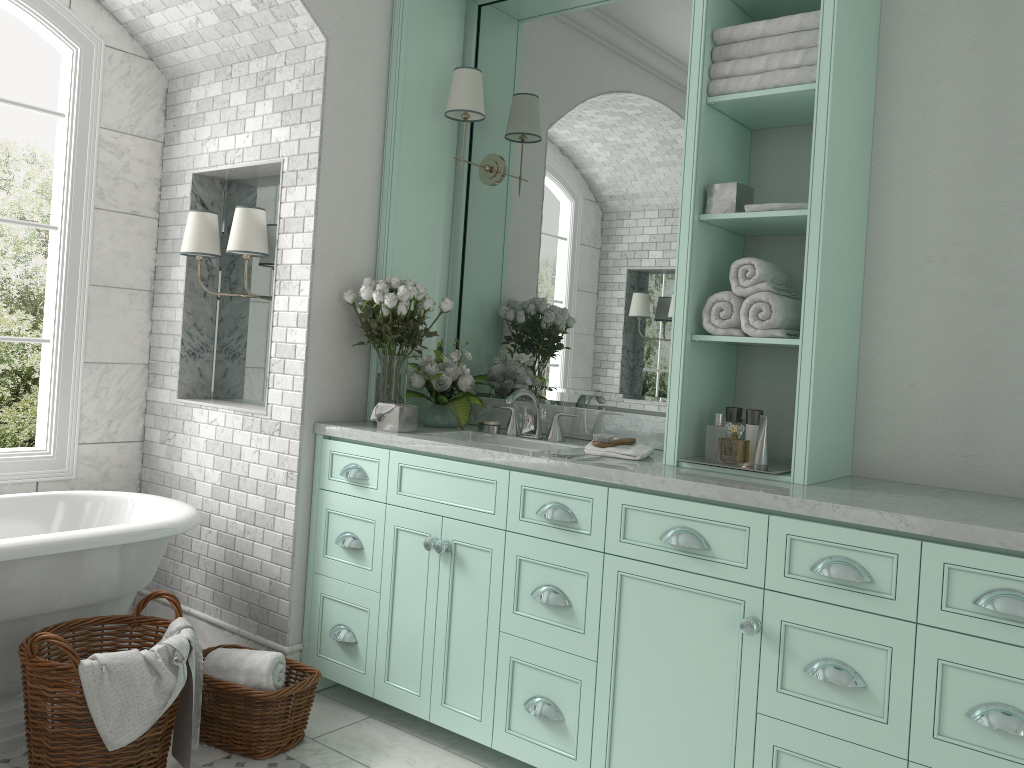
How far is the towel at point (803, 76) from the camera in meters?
2.8

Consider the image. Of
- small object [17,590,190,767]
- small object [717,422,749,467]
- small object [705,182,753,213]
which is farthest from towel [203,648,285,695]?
small object [717,422,749,467]

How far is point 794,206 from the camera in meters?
2.9 m

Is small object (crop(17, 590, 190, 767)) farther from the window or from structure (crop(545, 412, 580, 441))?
structure (crop(545, 412, 580, 441))

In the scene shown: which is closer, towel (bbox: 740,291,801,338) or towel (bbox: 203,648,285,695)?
towel (bbox: 740,291,801,338)

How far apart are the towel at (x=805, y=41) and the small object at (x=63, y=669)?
2.7m

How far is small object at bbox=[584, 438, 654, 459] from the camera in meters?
3.1 m

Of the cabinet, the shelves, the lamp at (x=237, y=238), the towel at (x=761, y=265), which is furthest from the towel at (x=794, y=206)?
the lamp at (x=237, y=238)

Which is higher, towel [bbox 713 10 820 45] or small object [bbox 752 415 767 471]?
towel [bbox 713 10 820 45]

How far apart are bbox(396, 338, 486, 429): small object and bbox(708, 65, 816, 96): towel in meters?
1.5
